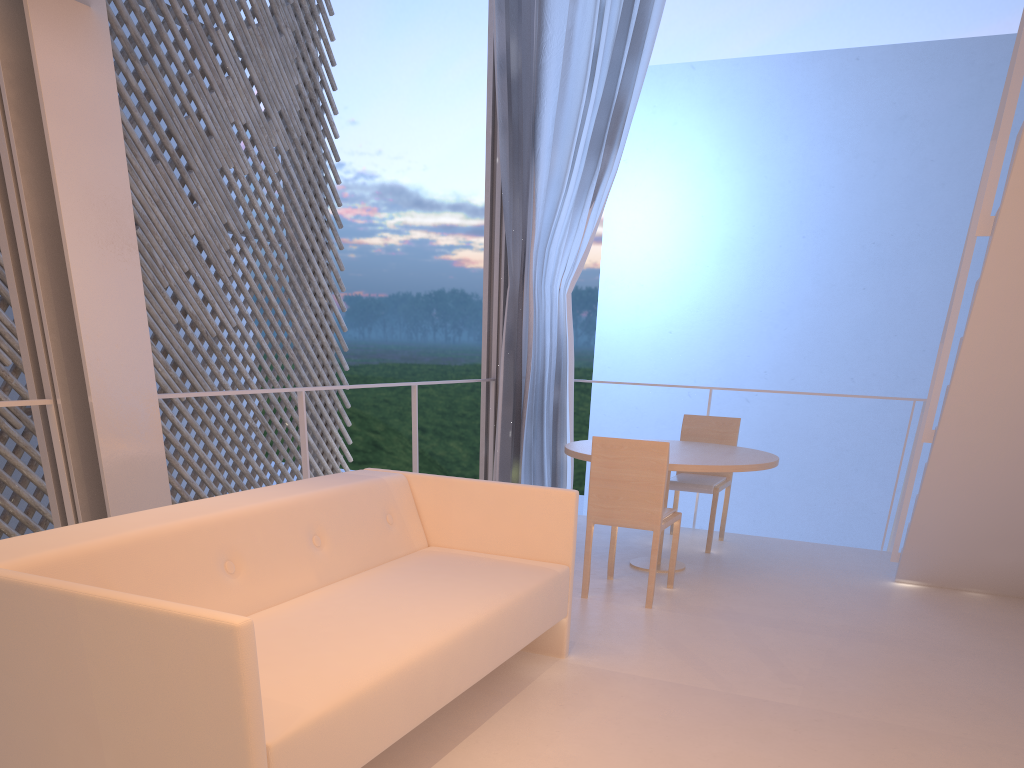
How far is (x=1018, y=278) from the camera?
1.5m

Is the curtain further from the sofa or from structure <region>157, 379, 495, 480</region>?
the sofa

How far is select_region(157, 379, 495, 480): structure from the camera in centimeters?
223cm

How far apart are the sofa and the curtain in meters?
1.4

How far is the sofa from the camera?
0.8m

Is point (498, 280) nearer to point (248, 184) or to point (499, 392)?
point (499, 392)

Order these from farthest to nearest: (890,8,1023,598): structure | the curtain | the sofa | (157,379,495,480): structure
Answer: the curtain
(157,379,495,480): structure
(890,8,1023,598): structure
the sofa

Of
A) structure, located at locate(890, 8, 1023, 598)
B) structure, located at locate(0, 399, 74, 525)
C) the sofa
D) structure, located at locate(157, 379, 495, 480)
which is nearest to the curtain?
structure, located at locate(157, 379, 495, 480)

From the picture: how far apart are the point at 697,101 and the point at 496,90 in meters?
6.7 m

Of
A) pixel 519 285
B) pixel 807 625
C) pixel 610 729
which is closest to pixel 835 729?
pixel 610 729
